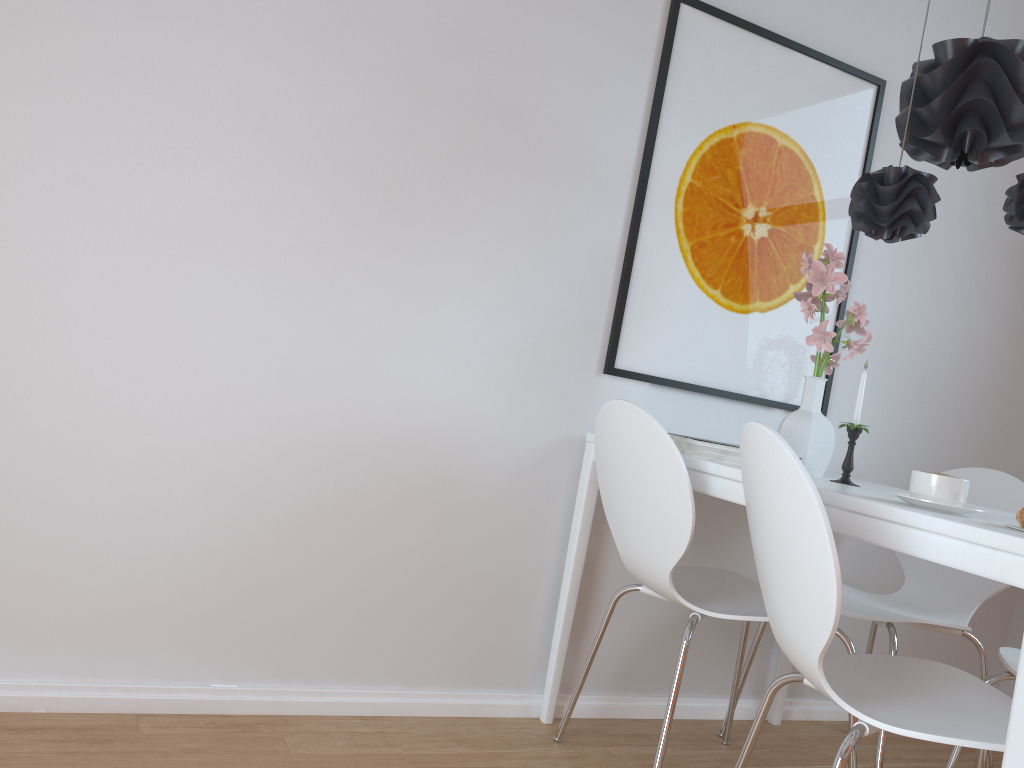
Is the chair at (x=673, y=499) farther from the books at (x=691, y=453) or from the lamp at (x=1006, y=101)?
the lamp at (x=1006, y=101)

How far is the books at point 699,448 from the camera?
2.0m

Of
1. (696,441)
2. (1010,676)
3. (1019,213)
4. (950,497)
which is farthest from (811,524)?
(1019,213)

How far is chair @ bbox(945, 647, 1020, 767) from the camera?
1.9m

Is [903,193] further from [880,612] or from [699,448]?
[880,612]

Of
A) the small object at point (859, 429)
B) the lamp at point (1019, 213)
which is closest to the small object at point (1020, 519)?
the small object at point (859, 429)

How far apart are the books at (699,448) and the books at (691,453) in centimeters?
1cm

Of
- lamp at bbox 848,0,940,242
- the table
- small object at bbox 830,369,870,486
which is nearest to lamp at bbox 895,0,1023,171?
lamp at bbox 848,0,940,242

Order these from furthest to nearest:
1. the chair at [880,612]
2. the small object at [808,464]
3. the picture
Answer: the picture → the chair at [880,612] → the small object at [808,464]

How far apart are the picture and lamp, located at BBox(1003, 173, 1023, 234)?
0.6m
